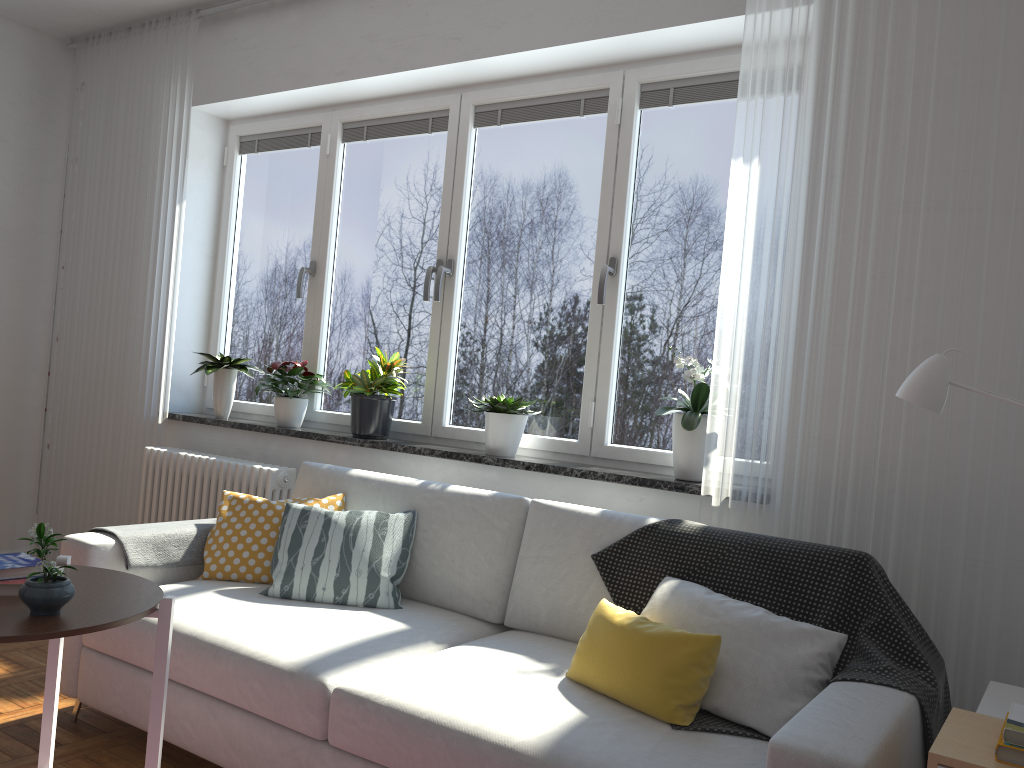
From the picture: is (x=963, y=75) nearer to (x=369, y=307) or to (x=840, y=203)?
(x=840, y=203)

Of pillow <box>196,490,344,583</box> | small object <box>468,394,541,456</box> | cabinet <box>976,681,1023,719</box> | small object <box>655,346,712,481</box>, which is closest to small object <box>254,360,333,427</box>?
pillow <box>196,490,344,583</box>

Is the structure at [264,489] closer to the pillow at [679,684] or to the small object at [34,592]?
the pillow at [679,684]

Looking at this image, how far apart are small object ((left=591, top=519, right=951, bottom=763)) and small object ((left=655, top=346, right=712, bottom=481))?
0.4m

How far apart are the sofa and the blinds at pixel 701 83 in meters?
1.5 m

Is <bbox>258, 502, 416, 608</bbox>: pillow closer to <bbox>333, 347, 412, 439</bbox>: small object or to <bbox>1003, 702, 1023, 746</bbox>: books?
<bbox>333, 347, 412, 439</bbox>: small object

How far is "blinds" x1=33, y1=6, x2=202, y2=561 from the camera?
4.3 meters

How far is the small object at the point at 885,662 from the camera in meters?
2.0 m

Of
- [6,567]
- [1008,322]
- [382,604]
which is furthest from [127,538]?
[1008,322]

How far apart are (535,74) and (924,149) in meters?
1.6 m
